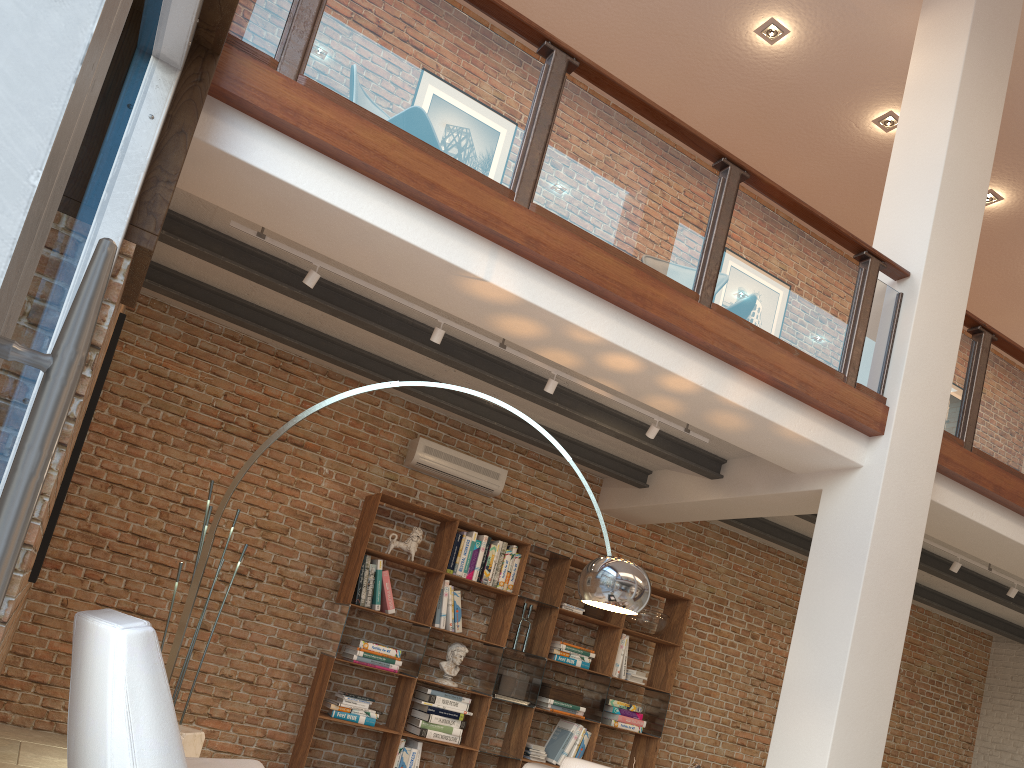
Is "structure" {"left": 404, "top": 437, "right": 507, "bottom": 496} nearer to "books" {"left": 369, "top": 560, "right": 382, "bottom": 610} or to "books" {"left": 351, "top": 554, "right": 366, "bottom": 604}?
"books" {"left": 369, "top": 560, "right": 382, "bottom": 610}

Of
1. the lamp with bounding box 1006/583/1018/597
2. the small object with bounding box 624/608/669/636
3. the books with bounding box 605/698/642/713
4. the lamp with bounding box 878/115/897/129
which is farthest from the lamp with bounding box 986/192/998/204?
the books with bounding box 605/698/642/713

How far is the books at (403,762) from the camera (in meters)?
6.22

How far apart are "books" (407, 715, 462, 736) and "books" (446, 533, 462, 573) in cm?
109

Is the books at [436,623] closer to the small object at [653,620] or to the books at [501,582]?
the books at [501,582]

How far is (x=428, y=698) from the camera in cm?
639

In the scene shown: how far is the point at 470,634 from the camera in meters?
7.0 m

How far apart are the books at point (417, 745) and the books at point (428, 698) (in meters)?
0.31

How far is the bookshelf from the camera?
6.2 meters

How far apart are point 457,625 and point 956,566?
3.8 meters
